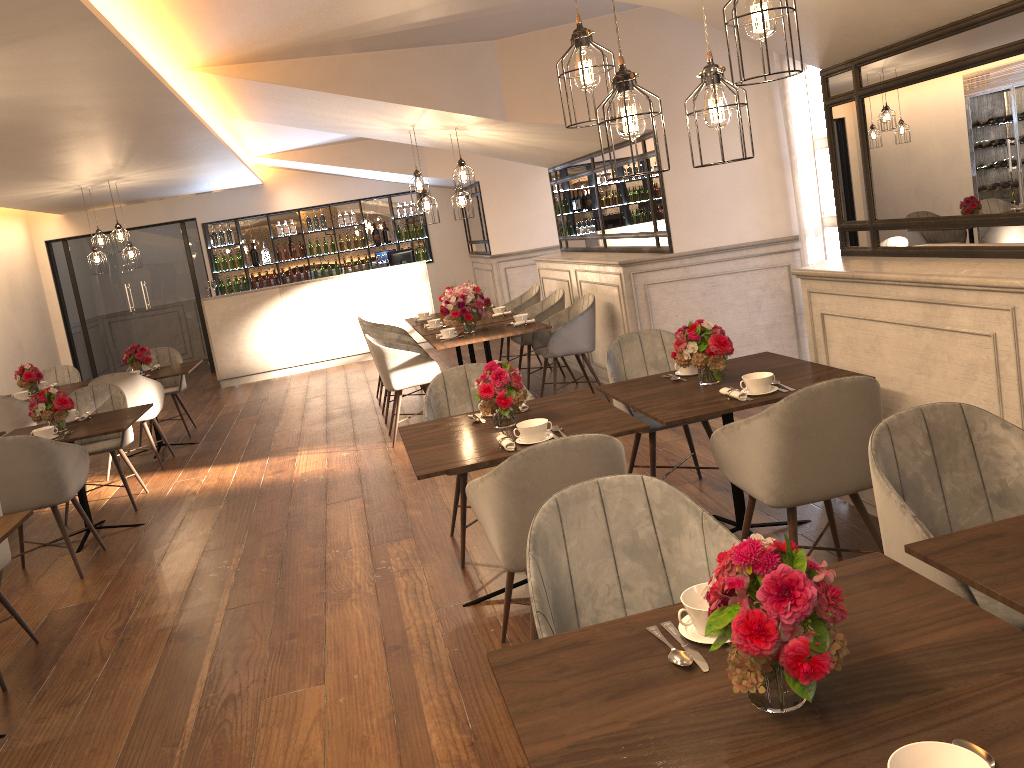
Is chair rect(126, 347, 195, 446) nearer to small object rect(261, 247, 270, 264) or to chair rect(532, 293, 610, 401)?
chair rect(532, 293, 610, 401)

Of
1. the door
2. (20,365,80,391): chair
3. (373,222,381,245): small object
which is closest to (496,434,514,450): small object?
(20,365,80,391): chair

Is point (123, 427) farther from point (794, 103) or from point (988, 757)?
point (988, 757)

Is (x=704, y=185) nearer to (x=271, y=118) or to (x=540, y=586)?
(x=271, y=118)

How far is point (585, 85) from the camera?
2.7 meters

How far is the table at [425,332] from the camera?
7.7 meters

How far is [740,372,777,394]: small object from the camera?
3.52m

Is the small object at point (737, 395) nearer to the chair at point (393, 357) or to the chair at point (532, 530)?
the chair at point (532, 530)

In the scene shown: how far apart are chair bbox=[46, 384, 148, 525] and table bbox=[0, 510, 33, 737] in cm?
263

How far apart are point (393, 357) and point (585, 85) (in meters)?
4.21
